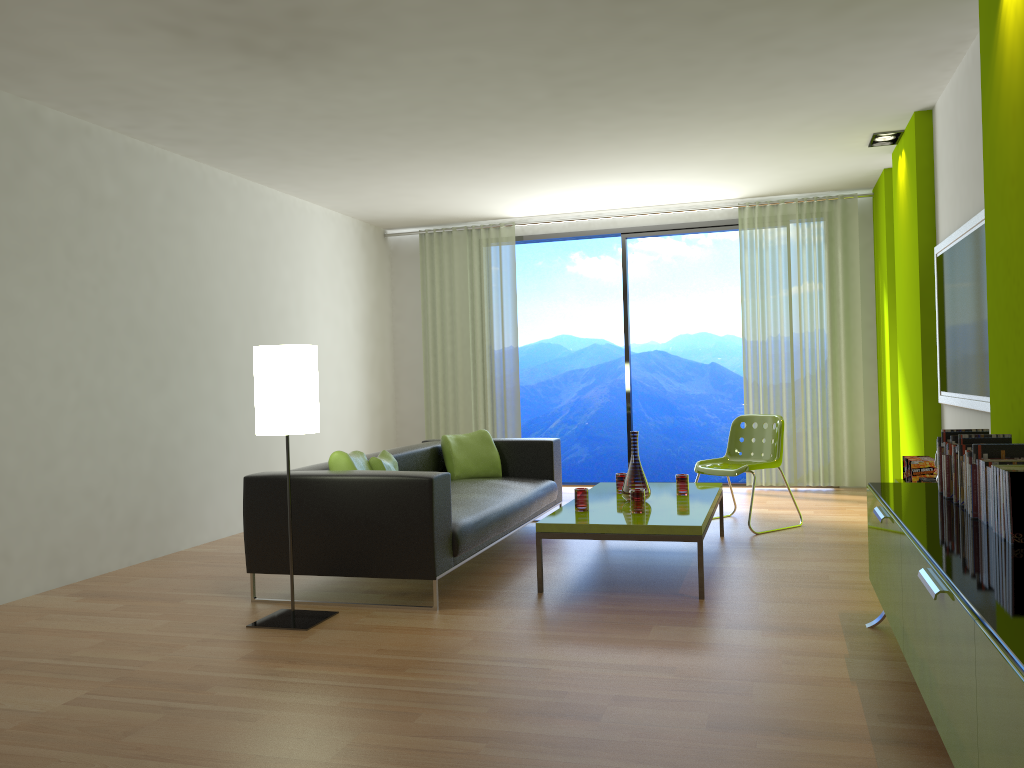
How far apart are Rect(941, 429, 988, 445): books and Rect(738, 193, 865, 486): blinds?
4.6 meters

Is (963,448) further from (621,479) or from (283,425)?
(283,425)

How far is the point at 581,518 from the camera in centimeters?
449cm

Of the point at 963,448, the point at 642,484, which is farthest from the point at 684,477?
→ the point at 963,448

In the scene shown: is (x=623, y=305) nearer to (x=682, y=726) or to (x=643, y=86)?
(x=643, y=86)

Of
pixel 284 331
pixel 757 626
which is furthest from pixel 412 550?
pixel 284 331

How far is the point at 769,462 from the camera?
5.99m

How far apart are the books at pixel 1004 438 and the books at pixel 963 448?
0.0 meters

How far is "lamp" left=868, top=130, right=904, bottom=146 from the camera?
6.10m

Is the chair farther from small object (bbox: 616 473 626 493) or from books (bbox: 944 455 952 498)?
books (bbox: 944 455 952 498)
